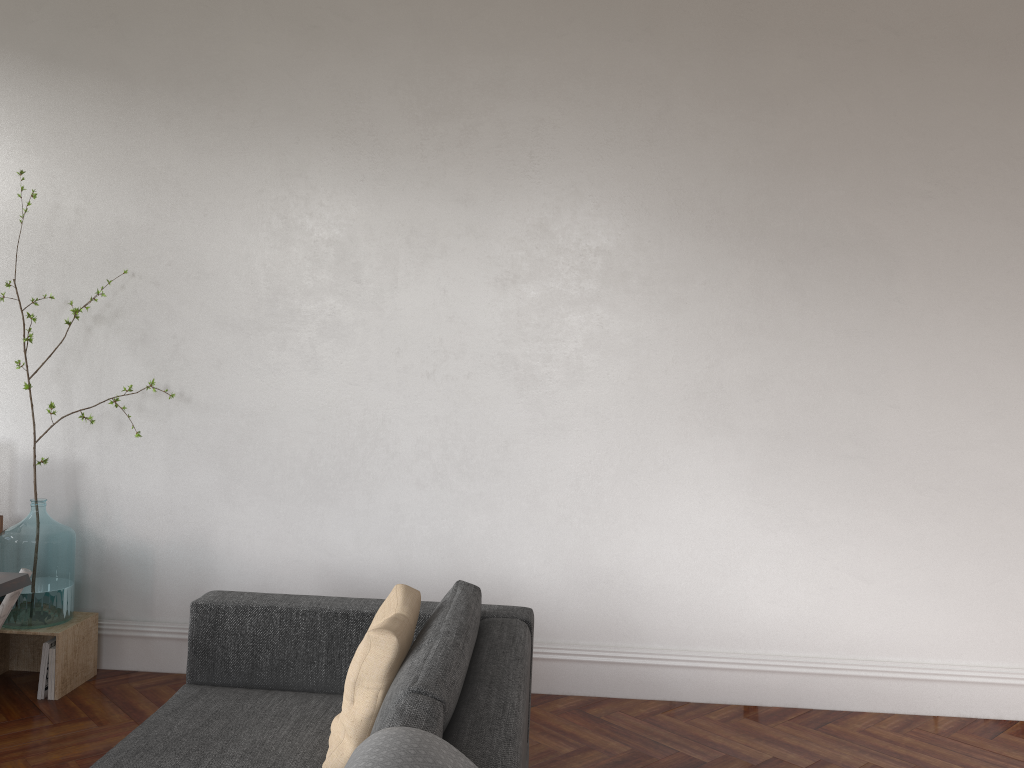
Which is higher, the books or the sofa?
the sofa

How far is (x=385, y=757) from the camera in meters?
1.6 m

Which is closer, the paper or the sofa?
the sofa

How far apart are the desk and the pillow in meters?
1.3 m

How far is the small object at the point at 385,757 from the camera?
1.6m

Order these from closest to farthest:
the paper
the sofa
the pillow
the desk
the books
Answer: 1. the sofa
2. the pillow
3. the desk
4. the paper
5. the books

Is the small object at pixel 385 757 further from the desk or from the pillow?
the desk

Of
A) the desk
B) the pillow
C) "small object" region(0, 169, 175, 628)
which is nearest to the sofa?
the pillow

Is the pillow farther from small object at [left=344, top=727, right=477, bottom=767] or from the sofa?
small object at [left=344, top=727, right=477, bottom=767]

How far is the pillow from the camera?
2.4 meters
